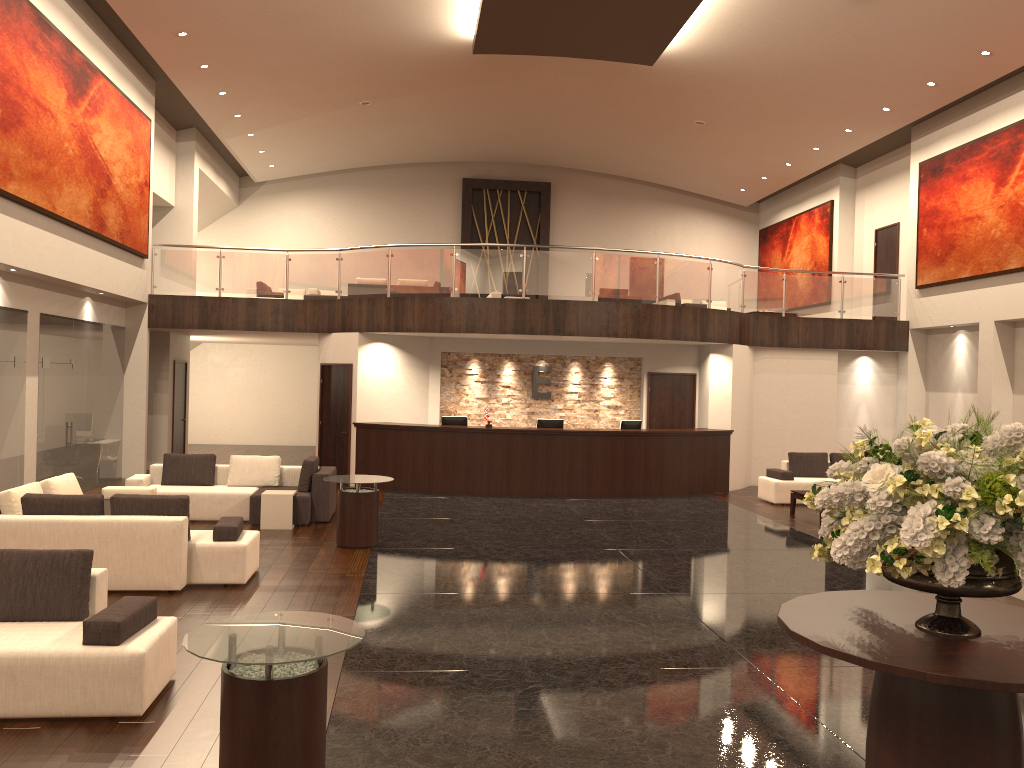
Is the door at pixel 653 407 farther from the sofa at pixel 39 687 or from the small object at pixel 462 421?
the sofa at pixel 39 687

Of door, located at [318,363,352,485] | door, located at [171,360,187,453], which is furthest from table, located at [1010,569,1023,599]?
door, located at [171,360,187,453]

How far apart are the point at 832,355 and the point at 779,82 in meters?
5.5 m

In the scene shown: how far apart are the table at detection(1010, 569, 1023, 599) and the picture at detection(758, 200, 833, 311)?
14.0 meters

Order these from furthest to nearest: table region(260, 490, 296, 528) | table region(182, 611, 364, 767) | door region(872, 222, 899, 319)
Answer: door region(872, 222, 899, 319), table region(260, 490, 296, 528), table region(182, 611, 364, 767)

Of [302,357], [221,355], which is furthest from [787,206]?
[221,355]

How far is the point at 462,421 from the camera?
16.01m

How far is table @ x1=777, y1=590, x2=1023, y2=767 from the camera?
3.6m

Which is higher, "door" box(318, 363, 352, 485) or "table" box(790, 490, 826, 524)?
"door" box(318, 363, 352, 485)

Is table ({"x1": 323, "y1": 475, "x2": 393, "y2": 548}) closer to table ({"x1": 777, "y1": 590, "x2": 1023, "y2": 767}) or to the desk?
the desk
